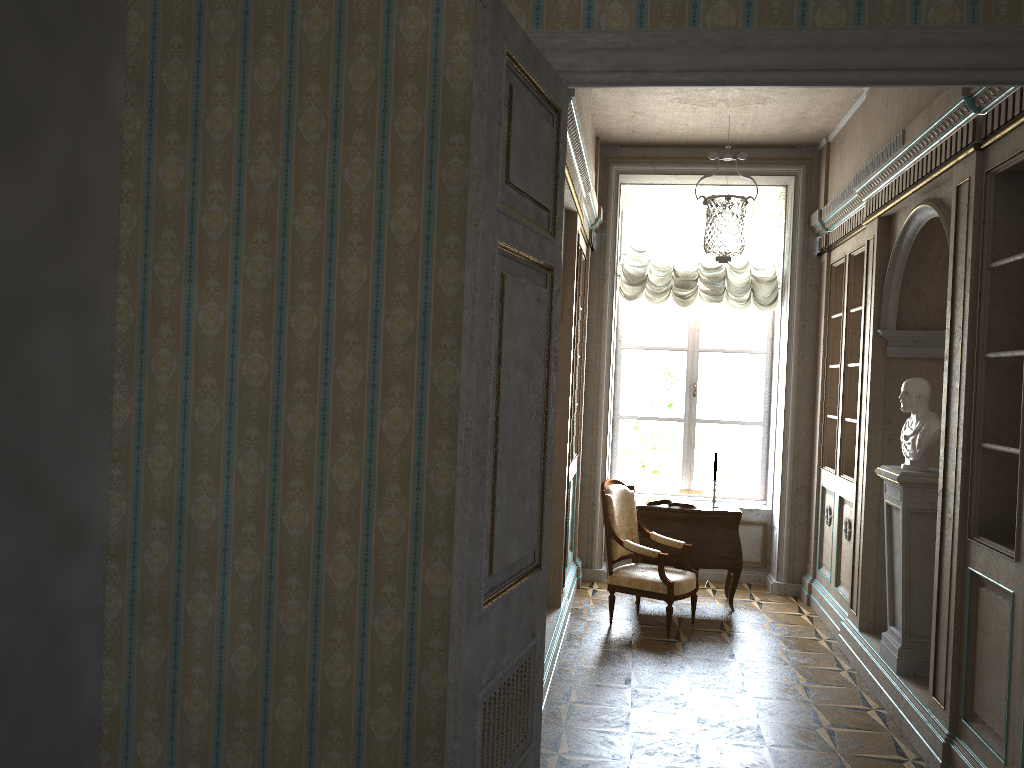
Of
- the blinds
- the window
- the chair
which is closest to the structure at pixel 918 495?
the chair

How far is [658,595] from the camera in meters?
6.1 m

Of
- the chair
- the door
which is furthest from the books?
the door

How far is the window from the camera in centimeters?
823cm

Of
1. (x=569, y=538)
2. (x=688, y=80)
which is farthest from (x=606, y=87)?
(x=569, y=538)

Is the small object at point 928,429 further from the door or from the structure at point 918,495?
the door

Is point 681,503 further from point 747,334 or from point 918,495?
point 918,495

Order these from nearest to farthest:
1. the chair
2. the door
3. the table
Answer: the door < the chair < the table

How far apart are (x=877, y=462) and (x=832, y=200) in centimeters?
218cm

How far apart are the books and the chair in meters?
0.3
